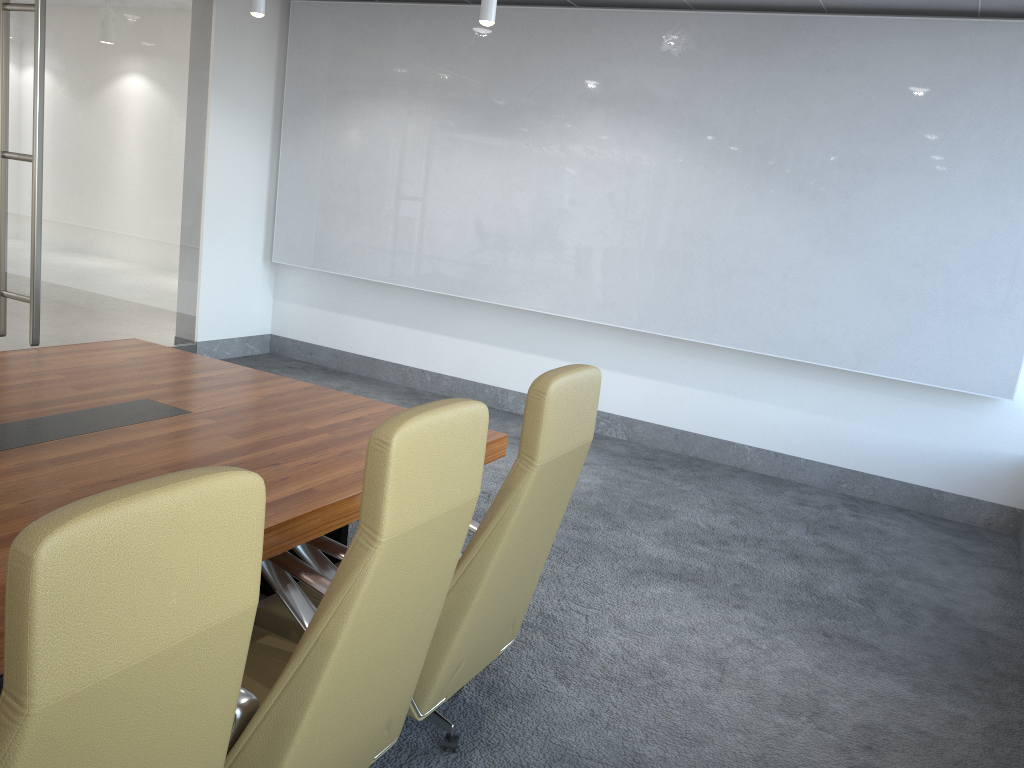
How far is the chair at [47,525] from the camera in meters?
1.2

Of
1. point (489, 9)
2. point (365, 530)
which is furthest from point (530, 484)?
point (489, 9)

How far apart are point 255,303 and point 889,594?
6.5m

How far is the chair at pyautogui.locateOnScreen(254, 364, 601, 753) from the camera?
2.6 meters

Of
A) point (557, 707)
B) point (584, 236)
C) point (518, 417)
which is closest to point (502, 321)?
point (518, 417)

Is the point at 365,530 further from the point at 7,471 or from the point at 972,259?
the point at 972,259

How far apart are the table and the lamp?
1.8m

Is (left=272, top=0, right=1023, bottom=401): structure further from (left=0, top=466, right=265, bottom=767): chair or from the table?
(left=0, top=466, right=265, bottom=767): chair

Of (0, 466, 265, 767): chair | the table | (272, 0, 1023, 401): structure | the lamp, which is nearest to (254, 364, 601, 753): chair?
the table

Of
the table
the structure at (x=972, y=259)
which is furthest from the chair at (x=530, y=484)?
the structure at (x=972, y=259)
